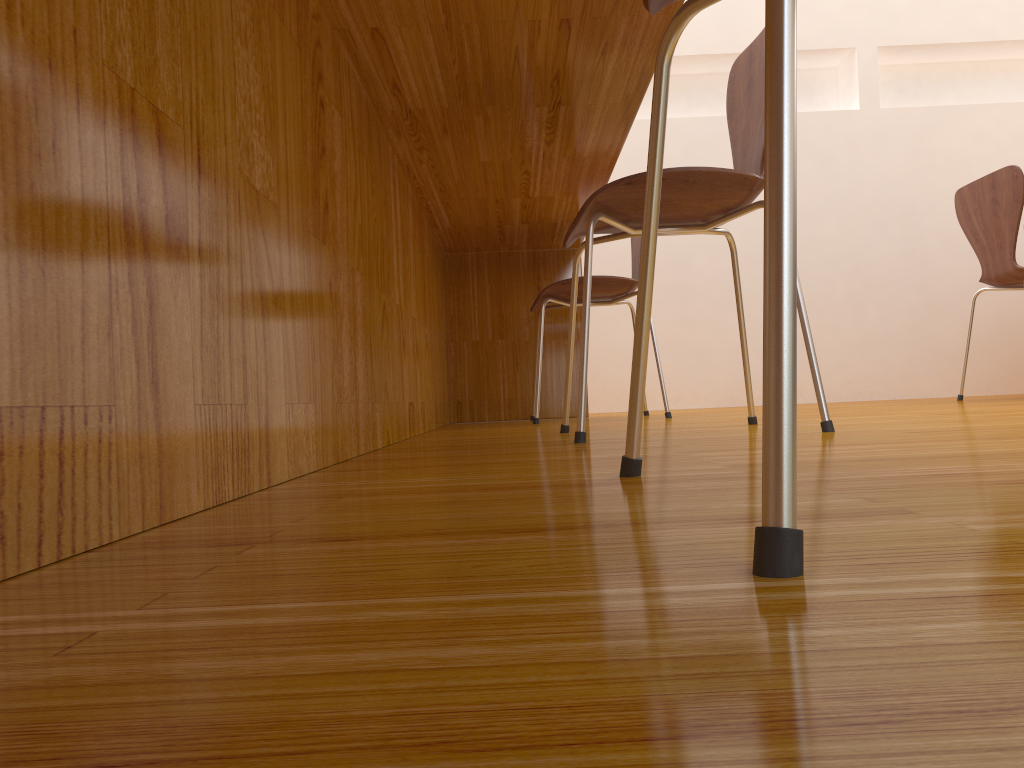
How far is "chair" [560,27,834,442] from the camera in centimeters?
131cm

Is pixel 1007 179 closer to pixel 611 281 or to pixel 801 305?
pixel 611 281

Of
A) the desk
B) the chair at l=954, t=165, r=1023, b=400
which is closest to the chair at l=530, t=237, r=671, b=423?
the desk

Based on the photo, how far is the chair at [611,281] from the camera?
2.43m

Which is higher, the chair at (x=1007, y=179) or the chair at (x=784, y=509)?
the chair at (x=1007, y=179)

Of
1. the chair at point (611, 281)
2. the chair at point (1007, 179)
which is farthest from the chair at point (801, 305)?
the chair at point (1007, 179)

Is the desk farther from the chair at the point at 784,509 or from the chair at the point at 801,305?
the chair at the point at 784,509

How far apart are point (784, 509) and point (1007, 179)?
2.7 meters

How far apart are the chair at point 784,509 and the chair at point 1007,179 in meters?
2.3 m

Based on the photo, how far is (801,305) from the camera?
1.31m
